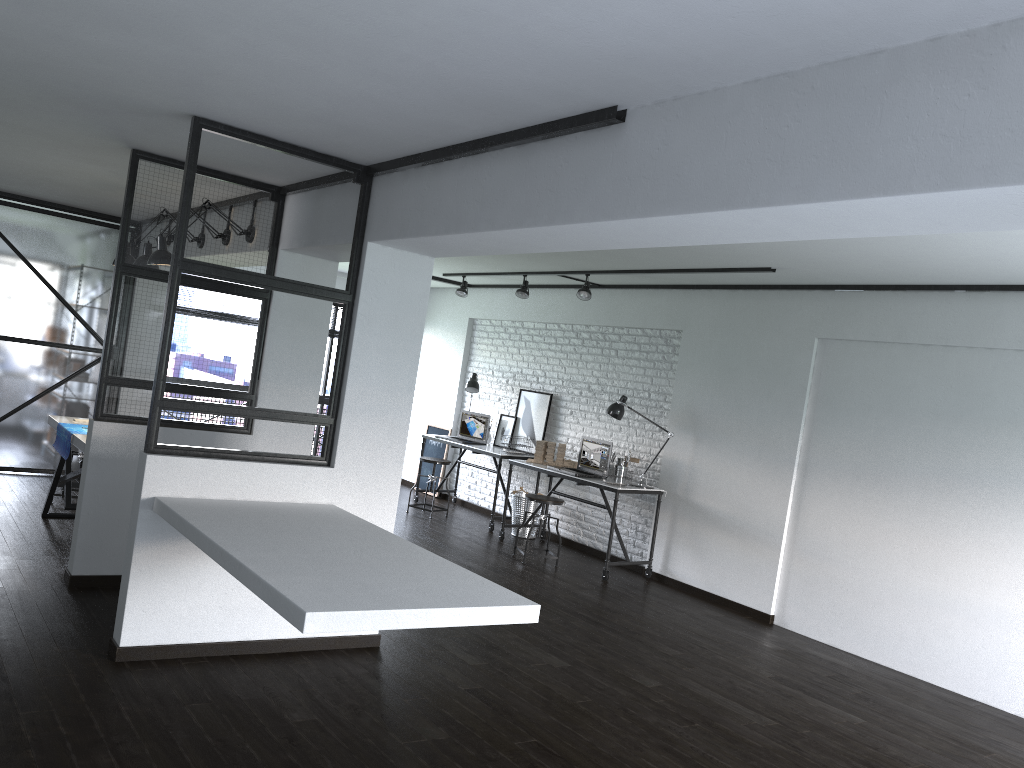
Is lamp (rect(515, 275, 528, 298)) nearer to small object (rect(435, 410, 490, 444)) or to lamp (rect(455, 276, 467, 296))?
lamp (rect(455, 276, 467, 296))

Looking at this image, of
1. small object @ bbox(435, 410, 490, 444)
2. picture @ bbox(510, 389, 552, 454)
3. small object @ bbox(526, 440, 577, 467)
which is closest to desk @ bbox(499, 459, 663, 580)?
small object @ bbox(526, 440, 577, 467)

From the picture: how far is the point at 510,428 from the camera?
8.9 meters

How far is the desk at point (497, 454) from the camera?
8.2m

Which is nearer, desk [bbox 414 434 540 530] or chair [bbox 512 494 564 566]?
chair [bbox 512 494 564 566]

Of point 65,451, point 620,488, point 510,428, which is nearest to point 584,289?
point 620,488

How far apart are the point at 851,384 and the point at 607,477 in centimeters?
217cm

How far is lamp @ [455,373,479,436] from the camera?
9.0 meters

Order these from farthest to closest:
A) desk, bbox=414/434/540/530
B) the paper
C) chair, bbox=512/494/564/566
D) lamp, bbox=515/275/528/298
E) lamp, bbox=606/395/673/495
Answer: desk, bbox=414/434/540/530
lamp, bbox=515/275/528/298
lamp, bbox=606/395/673/495
chair, bbox=512/494/564/566
the paper

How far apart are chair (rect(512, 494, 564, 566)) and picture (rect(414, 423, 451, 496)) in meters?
2.9
